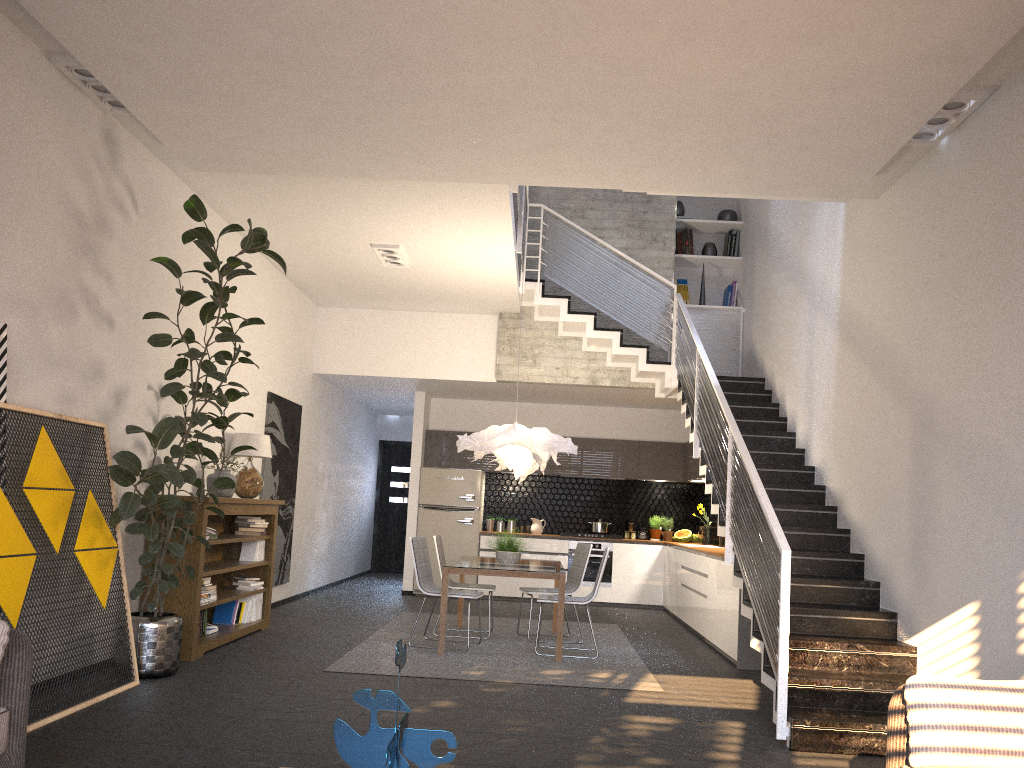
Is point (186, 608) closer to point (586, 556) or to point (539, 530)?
point (586, 556)

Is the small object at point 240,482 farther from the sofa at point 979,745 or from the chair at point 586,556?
the sofa at point 979,745

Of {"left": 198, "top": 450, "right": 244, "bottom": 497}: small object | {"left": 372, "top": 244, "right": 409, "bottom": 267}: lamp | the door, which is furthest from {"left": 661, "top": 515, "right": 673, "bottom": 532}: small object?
{"left": 198, "top": 450, "right": 244, "bottom": 497}: small object

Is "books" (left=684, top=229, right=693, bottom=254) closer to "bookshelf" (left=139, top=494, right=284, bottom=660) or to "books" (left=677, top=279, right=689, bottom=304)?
"books" (left=677, top=279, right=689, bottom=304)

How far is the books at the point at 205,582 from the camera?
6.81m

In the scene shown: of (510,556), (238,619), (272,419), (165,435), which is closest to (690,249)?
(510,556)

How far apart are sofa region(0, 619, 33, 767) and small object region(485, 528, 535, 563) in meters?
4.9 m

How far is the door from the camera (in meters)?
15.16

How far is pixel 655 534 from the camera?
12.07m

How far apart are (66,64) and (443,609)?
4.6m
